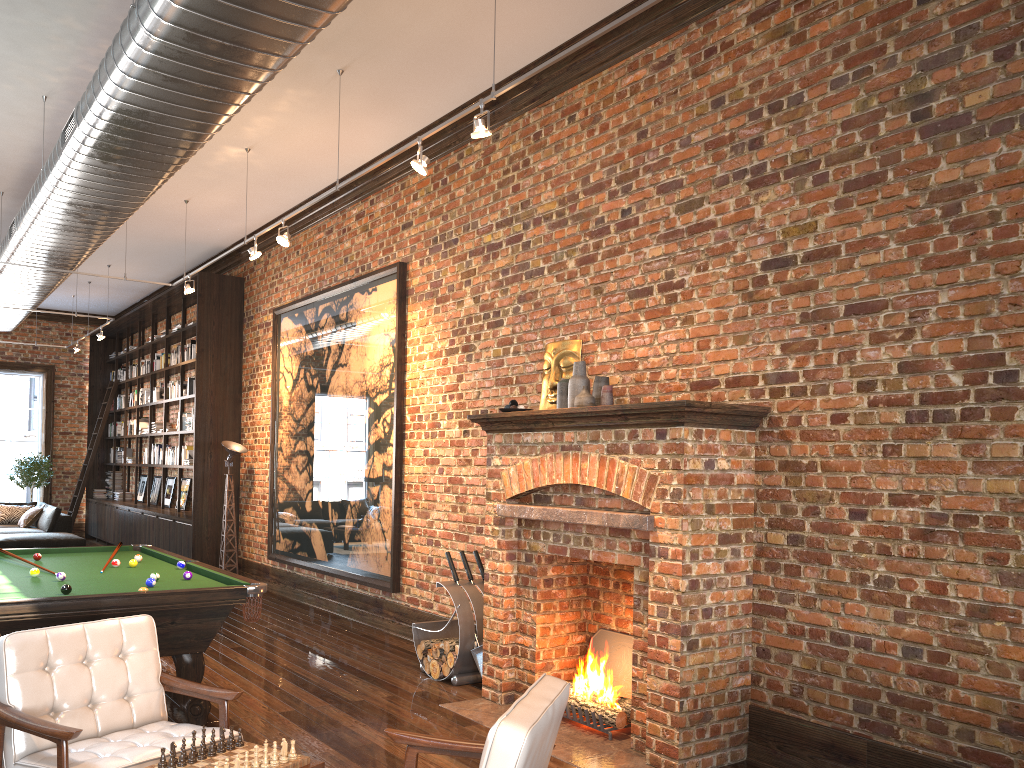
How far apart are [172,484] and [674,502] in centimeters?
1165cm

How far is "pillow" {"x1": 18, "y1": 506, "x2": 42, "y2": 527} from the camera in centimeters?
1432cm

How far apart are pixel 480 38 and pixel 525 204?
1.2 meters

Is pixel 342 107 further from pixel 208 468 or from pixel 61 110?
pixel 208 468

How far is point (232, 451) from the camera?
10.9 meters

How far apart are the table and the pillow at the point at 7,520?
13.83m

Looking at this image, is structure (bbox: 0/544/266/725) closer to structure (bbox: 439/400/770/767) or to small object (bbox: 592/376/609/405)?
structure (bbox: 439/400/770/767)

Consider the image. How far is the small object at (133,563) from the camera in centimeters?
625cm

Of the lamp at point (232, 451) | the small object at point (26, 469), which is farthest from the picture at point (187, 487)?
the small object at point (26, 469)

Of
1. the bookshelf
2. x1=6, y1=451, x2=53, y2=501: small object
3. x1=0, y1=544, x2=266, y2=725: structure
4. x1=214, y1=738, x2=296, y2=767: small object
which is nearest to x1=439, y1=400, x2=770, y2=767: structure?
x1=0, y1=544, x2=266, y2=725: structure
